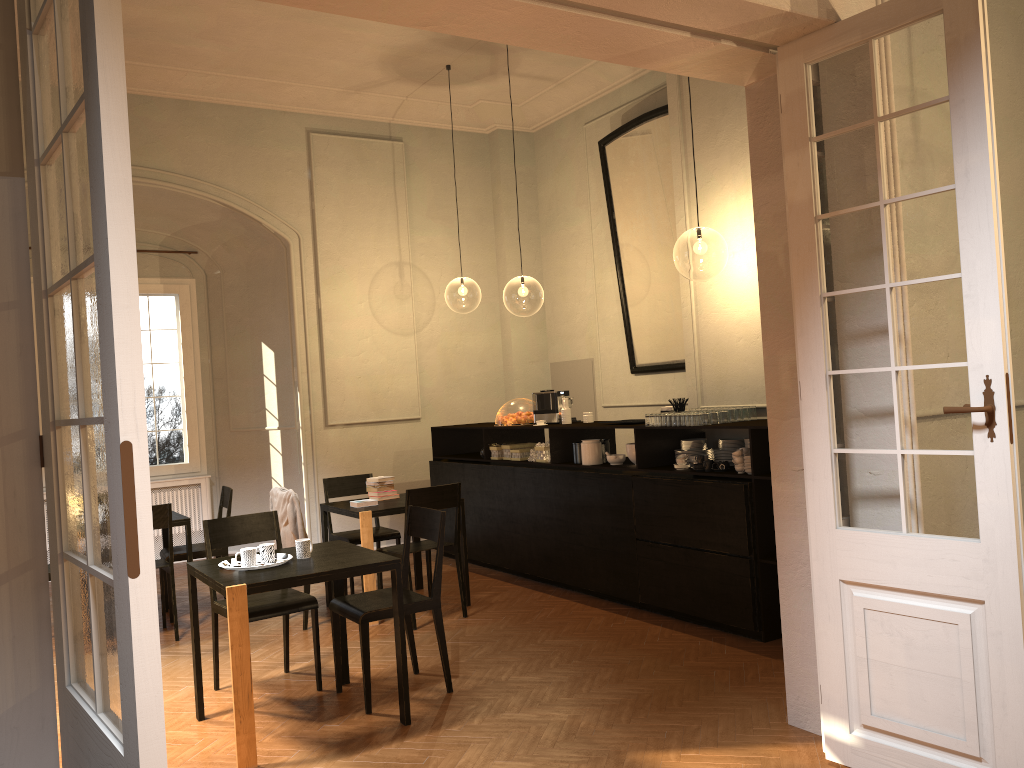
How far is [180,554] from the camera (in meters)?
7.53

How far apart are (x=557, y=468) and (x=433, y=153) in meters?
5.1 m

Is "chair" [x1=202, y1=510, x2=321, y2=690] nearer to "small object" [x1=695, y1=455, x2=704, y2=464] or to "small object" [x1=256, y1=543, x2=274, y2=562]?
"small object" [x1=256, y1=543, x2=274, y2=562]

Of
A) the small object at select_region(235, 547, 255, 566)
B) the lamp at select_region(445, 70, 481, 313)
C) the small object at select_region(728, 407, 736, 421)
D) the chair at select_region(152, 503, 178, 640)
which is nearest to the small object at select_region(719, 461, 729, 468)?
the small object at select_region(728, 407, 736, 421)

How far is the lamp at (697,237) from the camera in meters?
16.6 m

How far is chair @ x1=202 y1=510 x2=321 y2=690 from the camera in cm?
532

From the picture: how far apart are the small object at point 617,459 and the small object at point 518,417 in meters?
1.5 m

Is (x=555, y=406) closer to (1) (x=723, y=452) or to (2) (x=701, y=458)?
(1) (x=723, y=452)

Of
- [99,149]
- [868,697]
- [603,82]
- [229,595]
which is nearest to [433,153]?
[603,82]

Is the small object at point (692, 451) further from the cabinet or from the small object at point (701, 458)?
the small object at point (701, 458)
